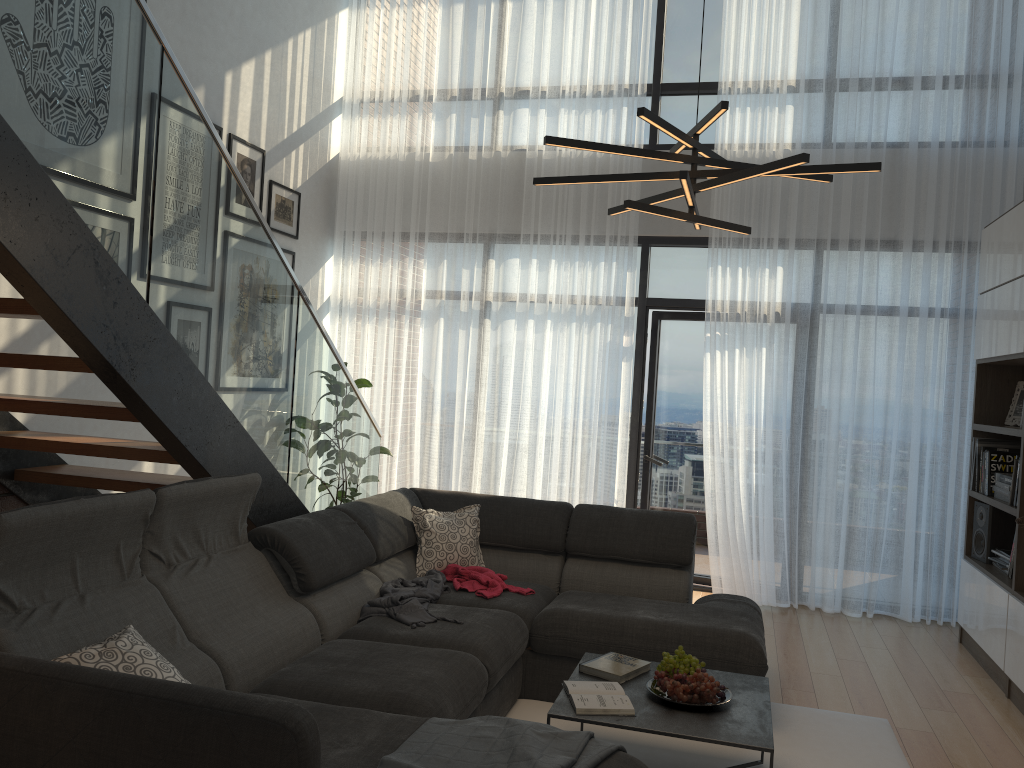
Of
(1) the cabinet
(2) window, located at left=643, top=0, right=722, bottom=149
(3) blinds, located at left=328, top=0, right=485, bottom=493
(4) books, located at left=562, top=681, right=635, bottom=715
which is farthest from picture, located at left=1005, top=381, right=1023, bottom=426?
(3) blinds, located at left=328, top=0, right=485, bottom=493

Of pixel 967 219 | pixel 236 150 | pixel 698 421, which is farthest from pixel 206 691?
pixel 967 219

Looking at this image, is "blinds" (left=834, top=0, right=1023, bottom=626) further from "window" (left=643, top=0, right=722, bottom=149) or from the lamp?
the lamp

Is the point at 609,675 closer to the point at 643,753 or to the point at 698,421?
the point at 643,753

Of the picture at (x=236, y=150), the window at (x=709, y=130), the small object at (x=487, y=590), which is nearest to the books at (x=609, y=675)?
the small object at (x=487, y=590)

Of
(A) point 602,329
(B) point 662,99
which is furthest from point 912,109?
(A) point 602,329

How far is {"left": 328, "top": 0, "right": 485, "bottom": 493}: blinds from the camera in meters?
6.5

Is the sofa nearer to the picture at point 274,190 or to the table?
the table

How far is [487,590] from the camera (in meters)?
4.11

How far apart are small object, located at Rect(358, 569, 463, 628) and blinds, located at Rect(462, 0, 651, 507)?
2.0 meters
